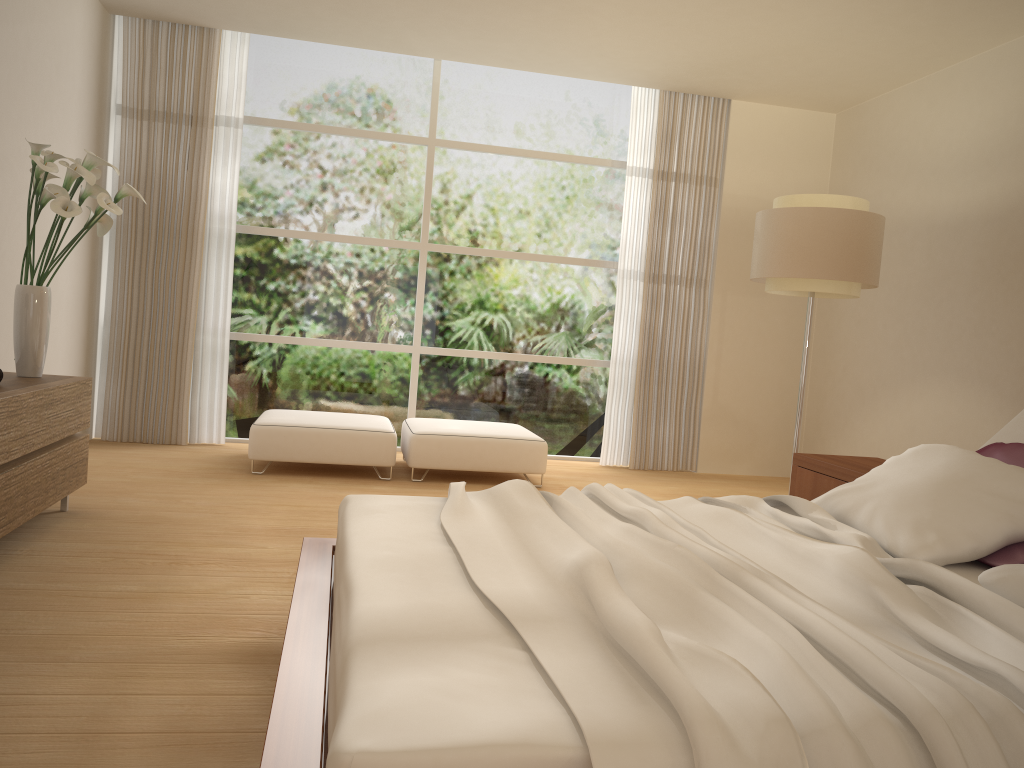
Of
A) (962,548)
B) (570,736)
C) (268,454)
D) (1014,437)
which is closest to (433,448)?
(268,454)

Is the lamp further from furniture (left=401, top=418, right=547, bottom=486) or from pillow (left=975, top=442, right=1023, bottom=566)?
pillow (left=975, top=442, right=1023, bottom=566)

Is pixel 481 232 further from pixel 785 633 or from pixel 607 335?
pixel 785 633

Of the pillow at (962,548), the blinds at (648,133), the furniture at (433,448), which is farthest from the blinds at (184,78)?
the pillow at (962,548)

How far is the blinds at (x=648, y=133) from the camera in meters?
7.3 m

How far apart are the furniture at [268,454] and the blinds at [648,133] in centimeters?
194cm

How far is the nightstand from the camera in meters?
4.2 m

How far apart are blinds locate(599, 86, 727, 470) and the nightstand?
2.7m

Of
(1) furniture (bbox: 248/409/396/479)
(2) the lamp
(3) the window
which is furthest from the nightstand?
(3) the window

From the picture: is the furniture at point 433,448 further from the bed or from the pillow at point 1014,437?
the pillow at point 1014,437
